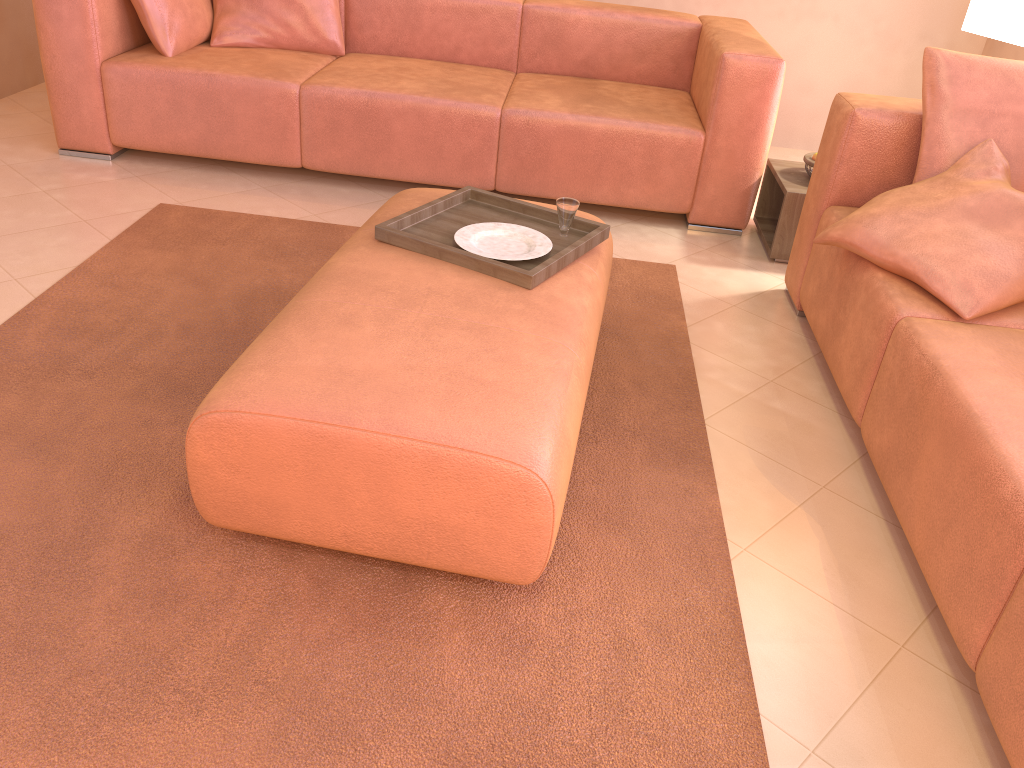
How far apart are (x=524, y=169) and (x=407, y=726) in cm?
241

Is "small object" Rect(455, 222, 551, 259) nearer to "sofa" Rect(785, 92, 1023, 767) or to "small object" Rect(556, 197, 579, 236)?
"small object" Rect(556, 197, 579, 236)

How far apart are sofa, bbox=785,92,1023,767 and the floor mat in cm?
36

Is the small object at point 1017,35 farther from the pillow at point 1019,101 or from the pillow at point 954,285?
the pillow at point 954,285

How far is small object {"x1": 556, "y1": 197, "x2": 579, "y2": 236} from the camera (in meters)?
2.21

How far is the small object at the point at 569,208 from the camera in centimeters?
221cm

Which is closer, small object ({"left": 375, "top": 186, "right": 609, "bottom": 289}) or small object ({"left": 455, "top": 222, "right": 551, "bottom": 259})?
small object ({"left": 375, "top": 186, "right": 609, "bottom": 289})

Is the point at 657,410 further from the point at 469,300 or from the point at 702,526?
the point at 469,300

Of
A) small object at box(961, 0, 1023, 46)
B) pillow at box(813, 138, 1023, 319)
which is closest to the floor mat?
pillow at box(813, 138, 1023, 319)

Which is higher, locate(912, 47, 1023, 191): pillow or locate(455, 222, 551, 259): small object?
locate(912, 47, 1023, 191): pillow
